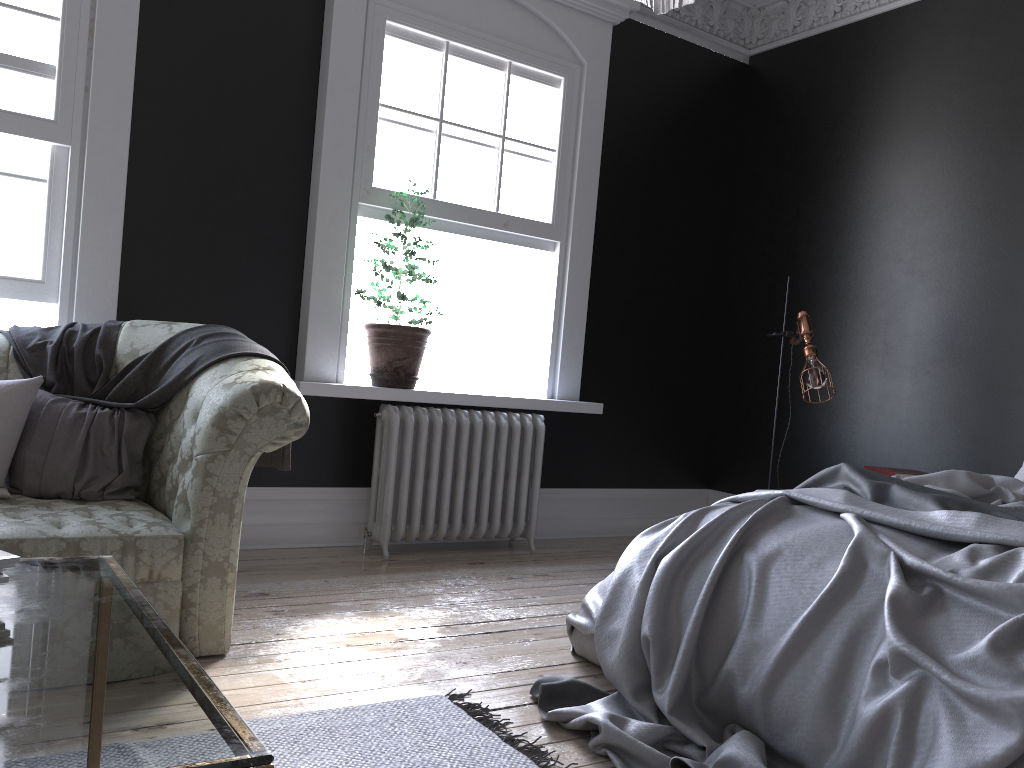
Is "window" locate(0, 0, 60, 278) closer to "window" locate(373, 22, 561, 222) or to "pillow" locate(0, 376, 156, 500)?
"pillow" locate(0, 376, 156, 500)

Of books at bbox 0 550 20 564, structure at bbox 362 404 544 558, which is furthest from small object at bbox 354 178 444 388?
books at bbox 0 550 20 564

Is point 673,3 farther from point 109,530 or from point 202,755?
point 109,530

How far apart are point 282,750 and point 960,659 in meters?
1.7 m

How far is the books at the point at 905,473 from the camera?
4.50m

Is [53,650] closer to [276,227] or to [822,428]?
[276,227]

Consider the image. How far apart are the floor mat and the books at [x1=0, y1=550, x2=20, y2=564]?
1.0m

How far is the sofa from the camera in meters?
2.8

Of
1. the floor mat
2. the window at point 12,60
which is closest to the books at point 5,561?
the floor mat

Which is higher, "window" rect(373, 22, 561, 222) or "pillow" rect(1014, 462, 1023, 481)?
"window" rect(373, 22, 561, 222)
